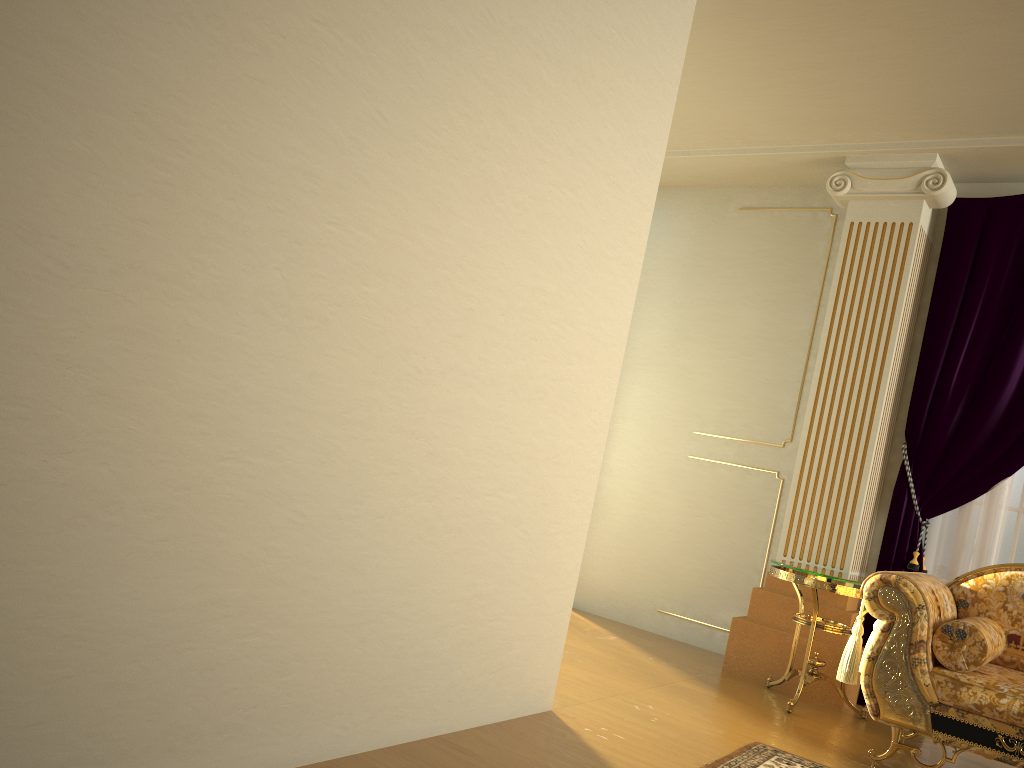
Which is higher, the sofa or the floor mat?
the sofa

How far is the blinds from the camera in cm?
422

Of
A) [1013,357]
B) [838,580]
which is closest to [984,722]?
[838,580]

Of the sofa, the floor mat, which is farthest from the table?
the floor mat

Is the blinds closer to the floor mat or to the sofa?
the sofa

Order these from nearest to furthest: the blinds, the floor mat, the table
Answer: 1. the floor mat
2. the table
3. the blinds

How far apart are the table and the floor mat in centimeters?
69cm

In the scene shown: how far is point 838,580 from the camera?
3.8 meters

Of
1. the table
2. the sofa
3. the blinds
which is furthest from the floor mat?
the blinds

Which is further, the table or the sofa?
the table
